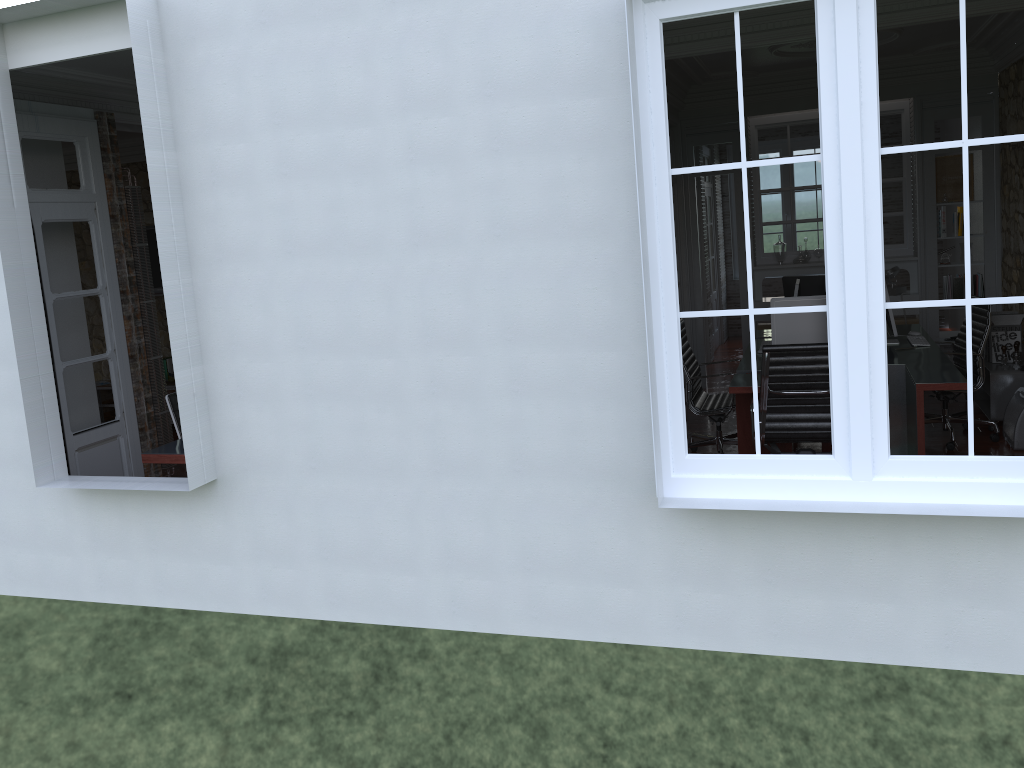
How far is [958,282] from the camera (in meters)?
8.15

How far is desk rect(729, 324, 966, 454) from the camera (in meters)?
5.04

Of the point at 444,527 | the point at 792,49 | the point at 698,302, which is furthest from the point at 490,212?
the point at 698,302

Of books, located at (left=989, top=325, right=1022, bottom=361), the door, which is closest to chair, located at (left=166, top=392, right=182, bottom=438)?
the door

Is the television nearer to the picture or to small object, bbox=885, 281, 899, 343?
small object, bbox=885, 281, 899, 343

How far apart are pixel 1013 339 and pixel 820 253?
2.30m

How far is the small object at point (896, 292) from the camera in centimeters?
829cm

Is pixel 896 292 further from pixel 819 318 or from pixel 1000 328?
pixel 819 318

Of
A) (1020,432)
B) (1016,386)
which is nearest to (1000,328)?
(1016,386)

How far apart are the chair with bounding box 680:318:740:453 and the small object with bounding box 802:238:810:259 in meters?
2.9 m
